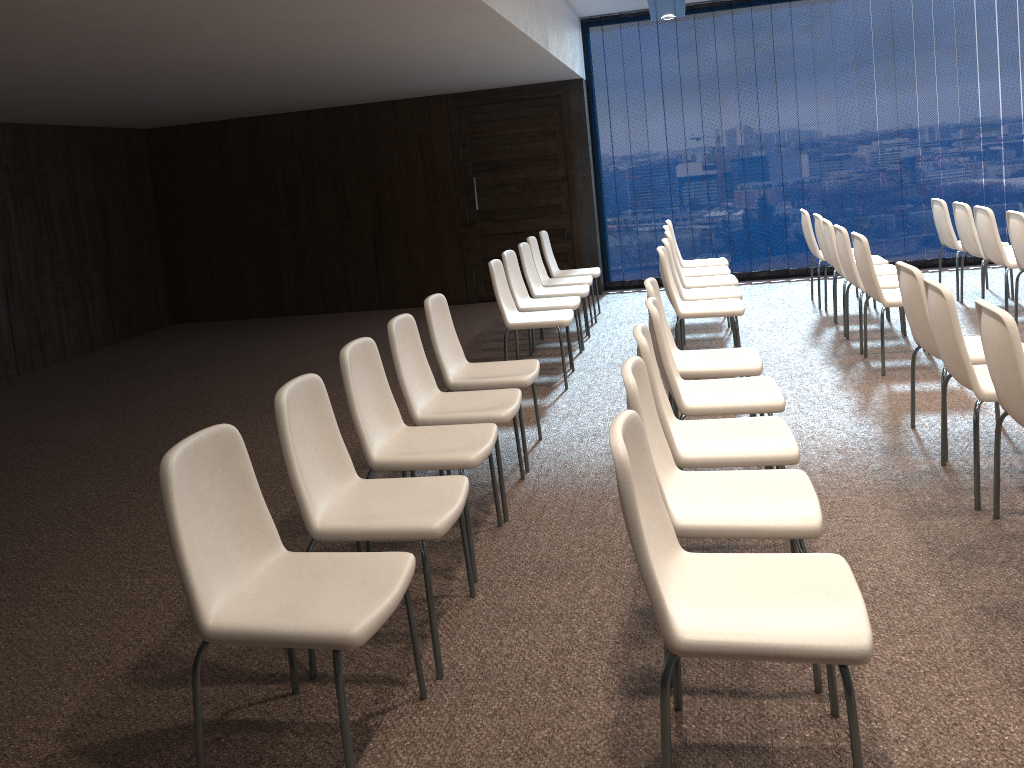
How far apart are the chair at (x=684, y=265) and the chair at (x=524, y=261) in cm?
125

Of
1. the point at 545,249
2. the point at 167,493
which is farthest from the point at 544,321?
the point at 167,493

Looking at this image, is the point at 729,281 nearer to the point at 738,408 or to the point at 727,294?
the point at 727,294

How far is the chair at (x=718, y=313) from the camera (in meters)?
5.78

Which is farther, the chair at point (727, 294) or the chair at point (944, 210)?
the chair at point (944, 210)

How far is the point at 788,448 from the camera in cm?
310

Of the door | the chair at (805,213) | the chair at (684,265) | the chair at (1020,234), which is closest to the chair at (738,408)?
the chair at (1020,234)

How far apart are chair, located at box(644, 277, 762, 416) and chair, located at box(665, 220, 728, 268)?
3.6m

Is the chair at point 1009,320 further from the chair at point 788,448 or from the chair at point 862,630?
the chair at point 862,630

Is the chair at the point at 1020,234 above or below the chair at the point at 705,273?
above
